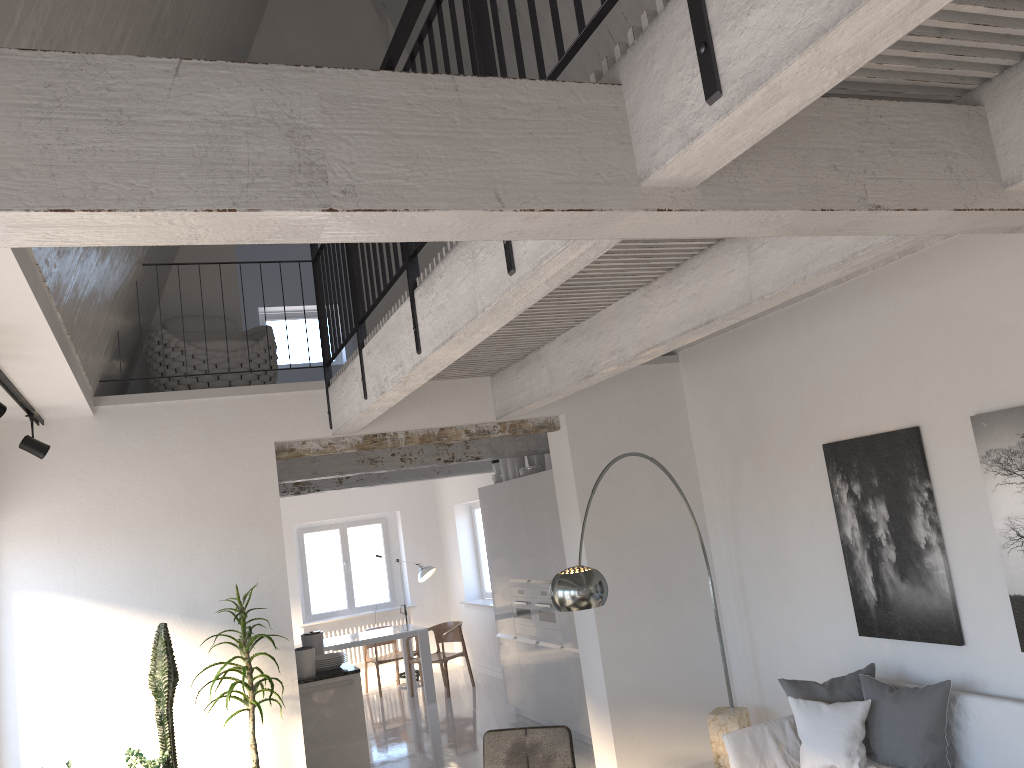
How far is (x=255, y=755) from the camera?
5.04m

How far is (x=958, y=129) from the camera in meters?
2.5

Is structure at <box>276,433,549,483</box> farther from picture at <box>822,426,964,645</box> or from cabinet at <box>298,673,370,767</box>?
picture at <box>822,426,964,645</box>

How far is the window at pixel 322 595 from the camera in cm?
1320

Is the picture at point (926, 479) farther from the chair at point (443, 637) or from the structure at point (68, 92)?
the chair at point (443, 637)

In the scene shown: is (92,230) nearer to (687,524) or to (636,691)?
(636,691)

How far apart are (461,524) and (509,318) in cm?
1001

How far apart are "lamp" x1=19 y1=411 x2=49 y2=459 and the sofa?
4.1 meters

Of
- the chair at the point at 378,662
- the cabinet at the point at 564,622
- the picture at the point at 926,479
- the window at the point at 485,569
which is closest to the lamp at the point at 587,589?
the picture at the point at 926,479

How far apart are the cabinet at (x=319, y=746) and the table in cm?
348
